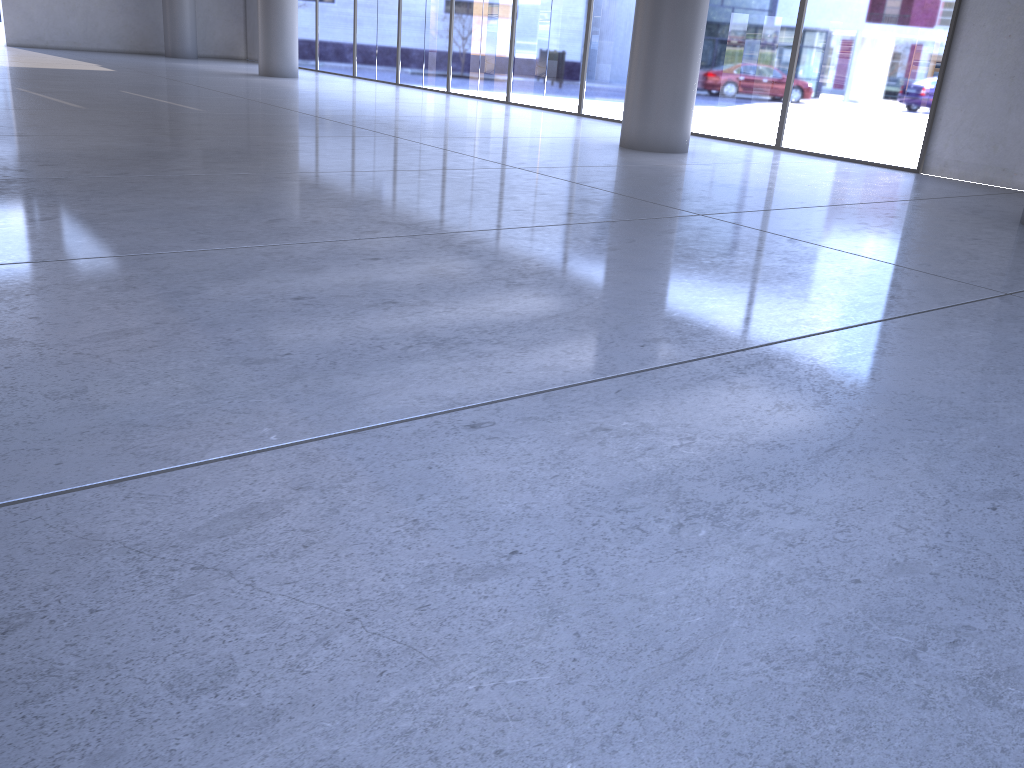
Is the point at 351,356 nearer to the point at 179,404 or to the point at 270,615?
the point at 179,404

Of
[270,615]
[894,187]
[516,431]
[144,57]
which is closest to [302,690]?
[270,615]
